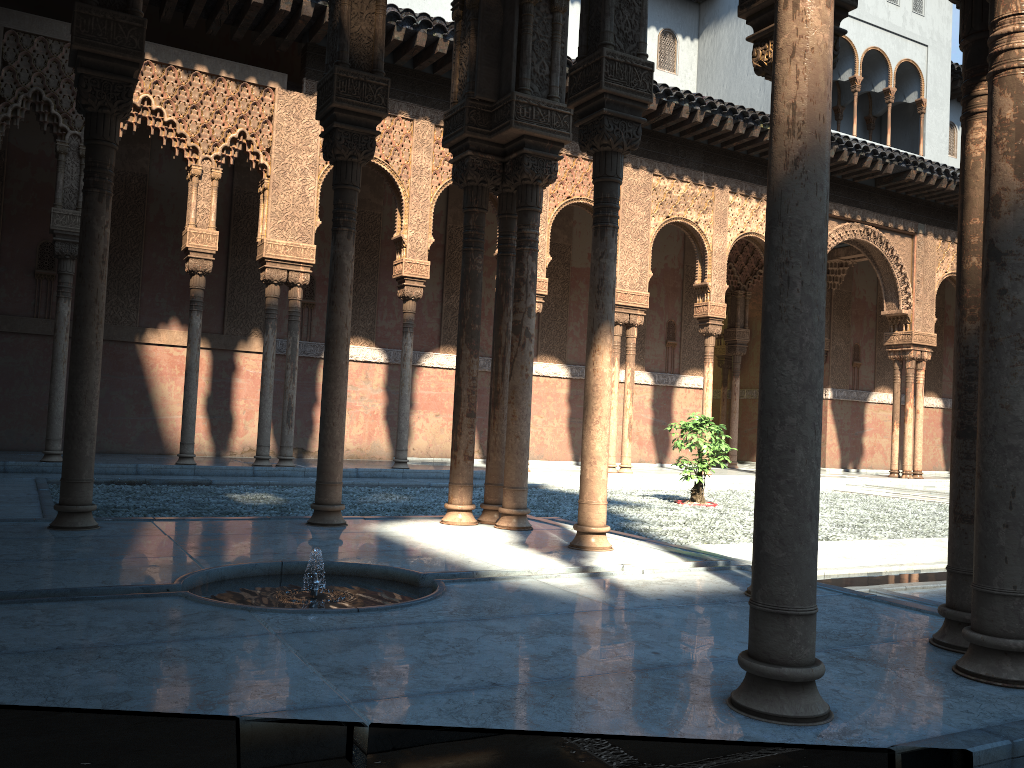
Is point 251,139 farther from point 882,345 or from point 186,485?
point 882,345
